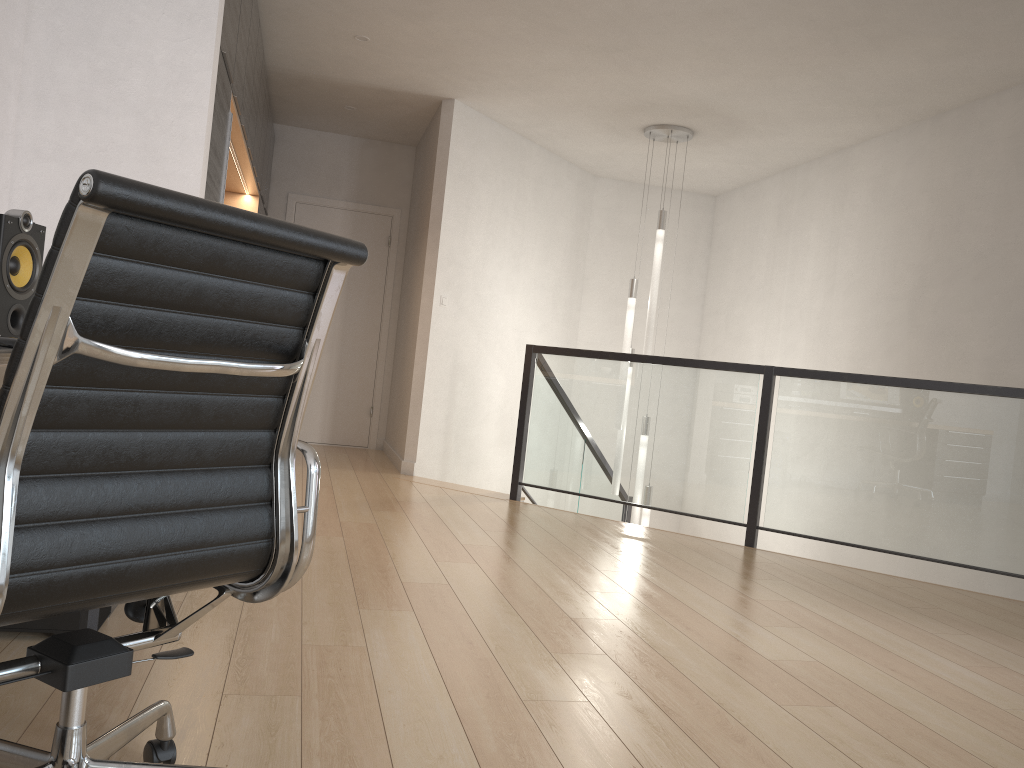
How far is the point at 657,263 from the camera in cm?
638

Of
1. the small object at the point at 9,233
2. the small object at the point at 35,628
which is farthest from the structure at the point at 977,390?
the small object at the point at 9,233

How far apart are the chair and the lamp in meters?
5.1 m

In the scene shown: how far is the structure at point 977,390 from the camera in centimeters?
433cm

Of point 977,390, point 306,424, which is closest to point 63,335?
point 977,390

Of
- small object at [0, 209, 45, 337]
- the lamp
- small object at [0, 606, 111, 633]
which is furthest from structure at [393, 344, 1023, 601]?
small object at [0, 209, 45, 337]

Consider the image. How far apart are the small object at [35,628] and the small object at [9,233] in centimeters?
→ 75cm

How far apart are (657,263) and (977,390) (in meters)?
2.55

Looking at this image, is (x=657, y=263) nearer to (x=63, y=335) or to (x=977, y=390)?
(x=977, y=390)

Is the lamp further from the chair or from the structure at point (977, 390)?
the chair
